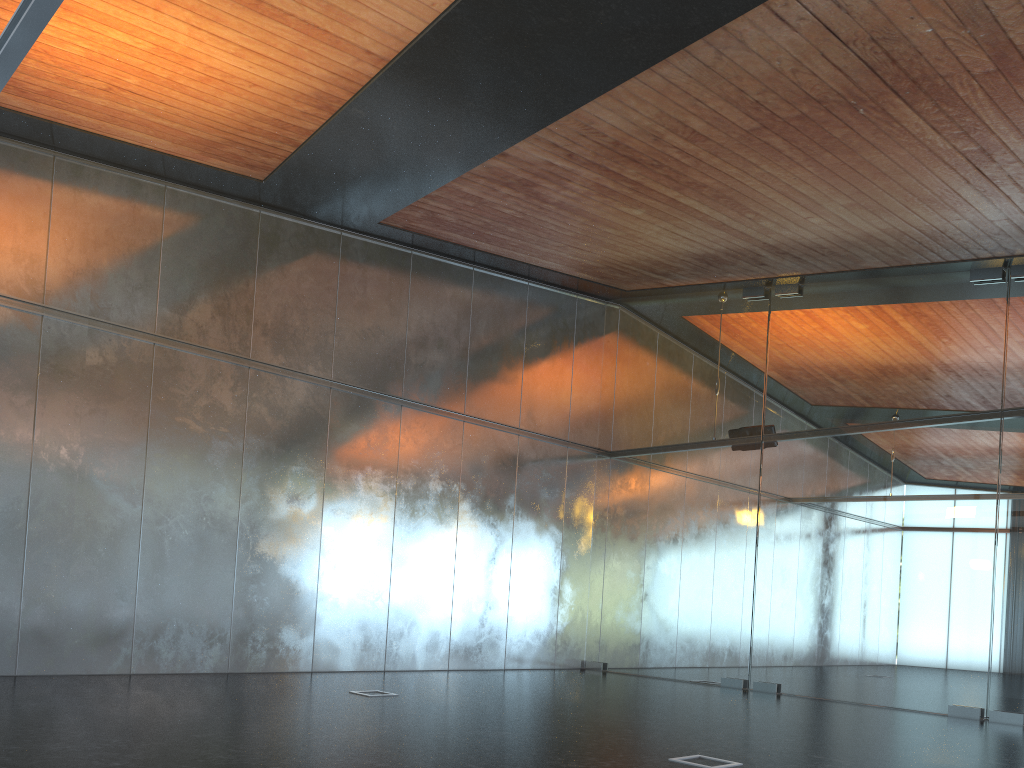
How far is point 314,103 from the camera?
8.7 meters

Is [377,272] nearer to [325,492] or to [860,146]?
[325,492]

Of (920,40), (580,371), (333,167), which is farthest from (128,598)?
(920,40)
